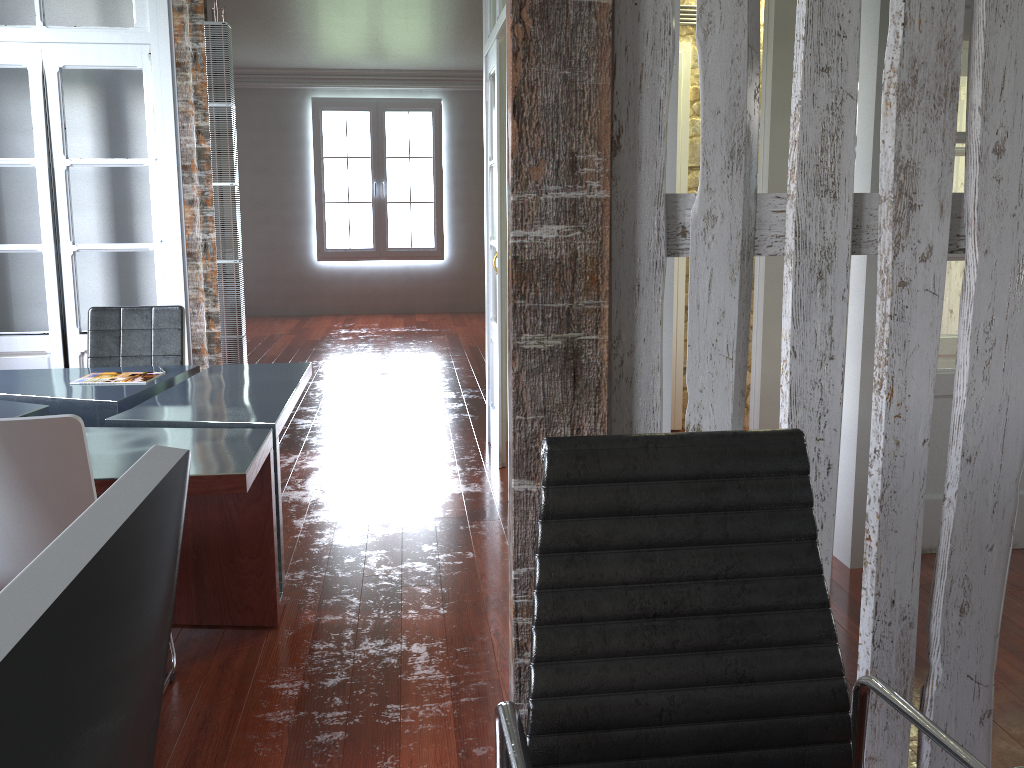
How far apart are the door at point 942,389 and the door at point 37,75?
3.67m

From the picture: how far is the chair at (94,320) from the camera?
4.1m

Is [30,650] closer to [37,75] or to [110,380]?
[110,380]

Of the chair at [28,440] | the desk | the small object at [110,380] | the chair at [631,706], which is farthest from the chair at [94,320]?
the chair at [631,706]

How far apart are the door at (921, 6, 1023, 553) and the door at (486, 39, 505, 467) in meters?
2.1 m

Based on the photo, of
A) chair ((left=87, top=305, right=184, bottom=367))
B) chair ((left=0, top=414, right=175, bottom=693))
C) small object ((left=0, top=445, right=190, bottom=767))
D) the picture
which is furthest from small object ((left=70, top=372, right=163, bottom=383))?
the picture

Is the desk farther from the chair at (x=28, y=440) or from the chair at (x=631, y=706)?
the chair at (x=631, y=706)

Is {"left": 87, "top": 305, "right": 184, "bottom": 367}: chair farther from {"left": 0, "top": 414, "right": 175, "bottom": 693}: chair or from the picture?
the picture

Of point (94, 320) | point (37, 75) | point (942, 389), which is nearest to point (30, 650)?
point (942, 389)

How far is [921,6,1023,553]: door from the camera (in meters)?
3.42
